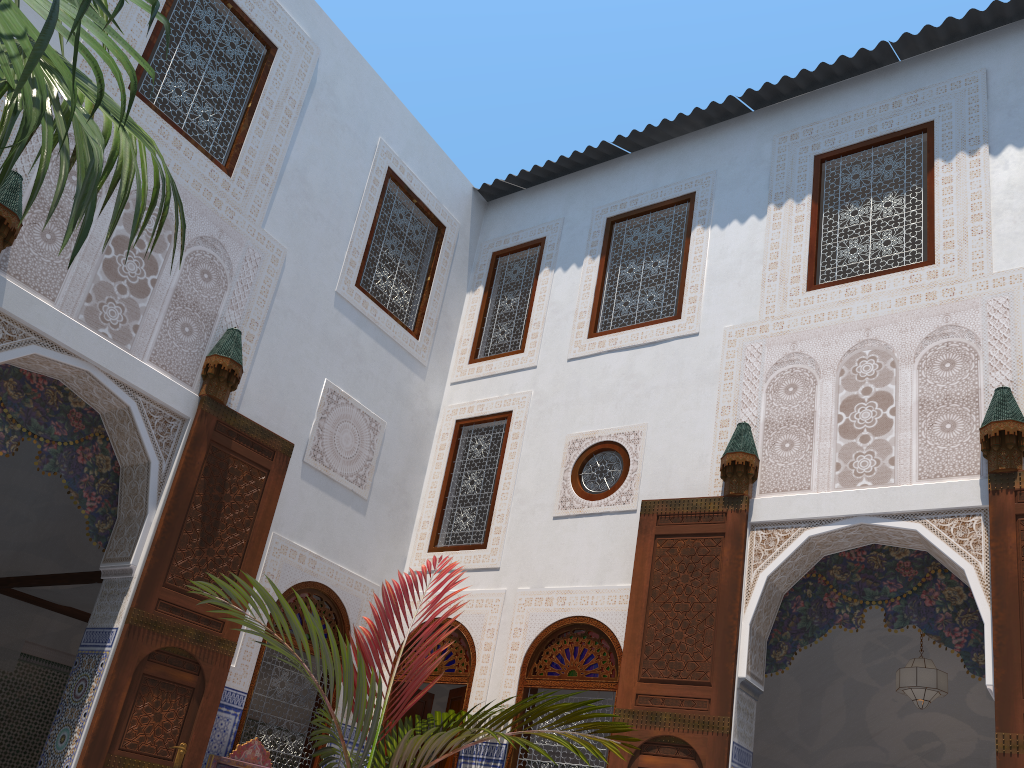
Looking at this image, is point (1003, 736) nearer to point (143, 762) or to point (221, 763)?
point (221, 763)

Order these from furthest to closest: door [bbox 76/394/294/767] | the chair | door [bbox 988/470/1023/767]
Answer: the chair → door [bbox 76/394/294/767] → door [bbox 988/470/1023/767]

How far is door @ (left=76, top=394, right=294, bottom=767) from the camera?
3.8 meters

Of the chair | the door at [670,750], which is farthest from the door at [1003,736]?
the chair

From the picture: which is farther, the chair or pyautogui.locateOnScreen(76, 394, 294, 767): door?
the chair

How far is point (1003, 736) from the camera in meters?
3.3 m

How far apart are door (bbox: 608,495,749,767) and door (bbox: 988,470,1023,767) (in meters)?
1.06

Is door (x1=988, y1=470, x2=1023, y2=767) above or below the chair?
above

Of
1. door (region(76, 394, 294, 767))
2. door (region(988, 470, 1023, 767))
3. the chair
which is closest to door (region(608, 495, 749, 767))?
door (region(988, 470, 1023, 767))

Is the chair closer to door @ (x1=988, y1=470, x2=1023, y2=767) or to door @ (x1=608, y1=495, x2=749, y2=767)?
door @ (x1=608, y1=495, x2=749, y2=767)
